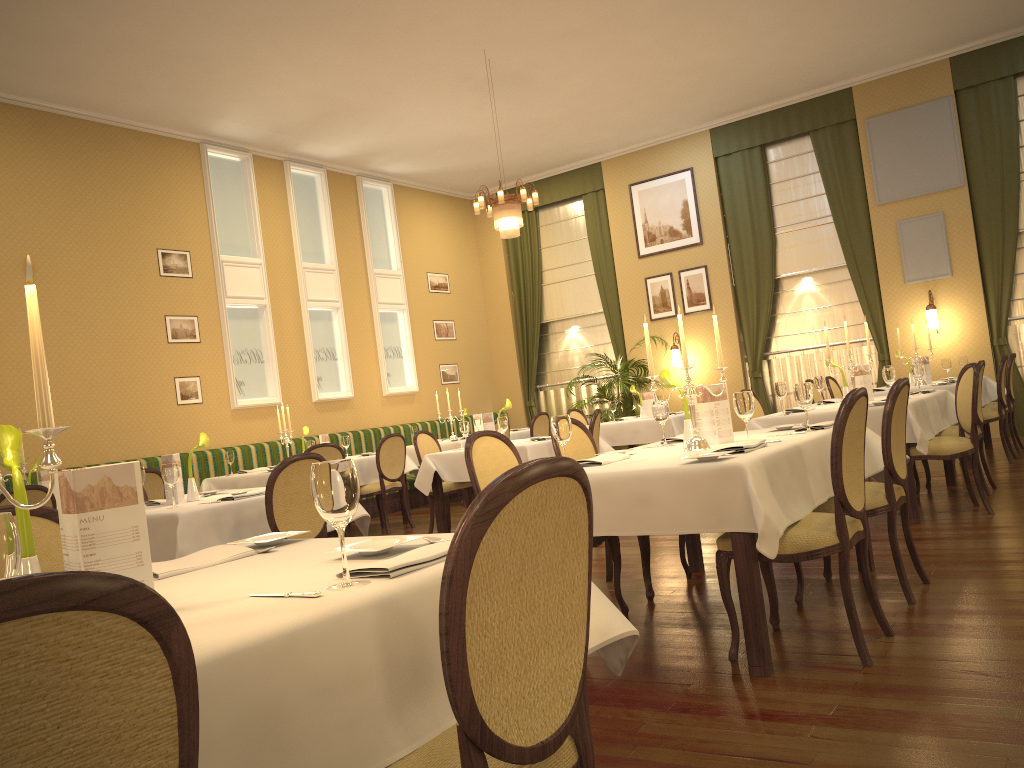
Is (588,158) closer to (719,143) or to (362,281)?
(719,143)

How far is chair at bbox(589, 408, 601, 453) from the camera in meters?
6.9

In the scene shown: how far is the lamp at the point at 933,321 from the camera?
10.2m

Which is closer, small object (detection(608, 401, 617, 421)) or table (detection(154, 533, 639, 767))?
table (detection(154, 533, 639, 767))

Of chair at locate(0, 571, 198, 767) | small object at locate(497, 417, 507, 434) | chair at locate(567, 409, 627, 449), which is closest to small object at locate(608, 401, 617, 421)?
chair at locate(567, 409, 627, 449)

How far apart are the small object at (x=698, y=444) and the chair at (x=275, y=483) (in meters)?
1.78

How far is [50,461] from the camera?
1.4 meters

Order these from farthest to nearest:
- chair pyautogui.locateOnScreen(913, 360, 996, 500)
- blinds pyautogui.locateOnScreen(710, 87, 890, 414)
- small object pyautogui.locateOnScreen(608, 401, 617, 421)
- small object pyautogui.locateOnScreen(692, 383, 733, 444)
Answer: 1. blinds pyautogui.locateOnScreen(710, 87, 890, 414)
2. small object pyautogui.locateOnScreen(608, 401, 617, 421)
3. chair pyautogui.locateOnScreen(913, 360, 996, 500)
4. small object pyautogui.locateOnScreen(692, 383, 733, 444)

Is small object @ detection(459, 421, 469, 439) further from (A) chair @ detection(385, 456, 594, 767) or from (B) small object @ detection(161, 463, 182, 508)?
(A) chair @ detection(385, 456, 594, 767)

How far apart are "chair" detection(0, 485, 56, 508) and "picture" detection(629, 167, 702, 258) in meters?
8.6 m
